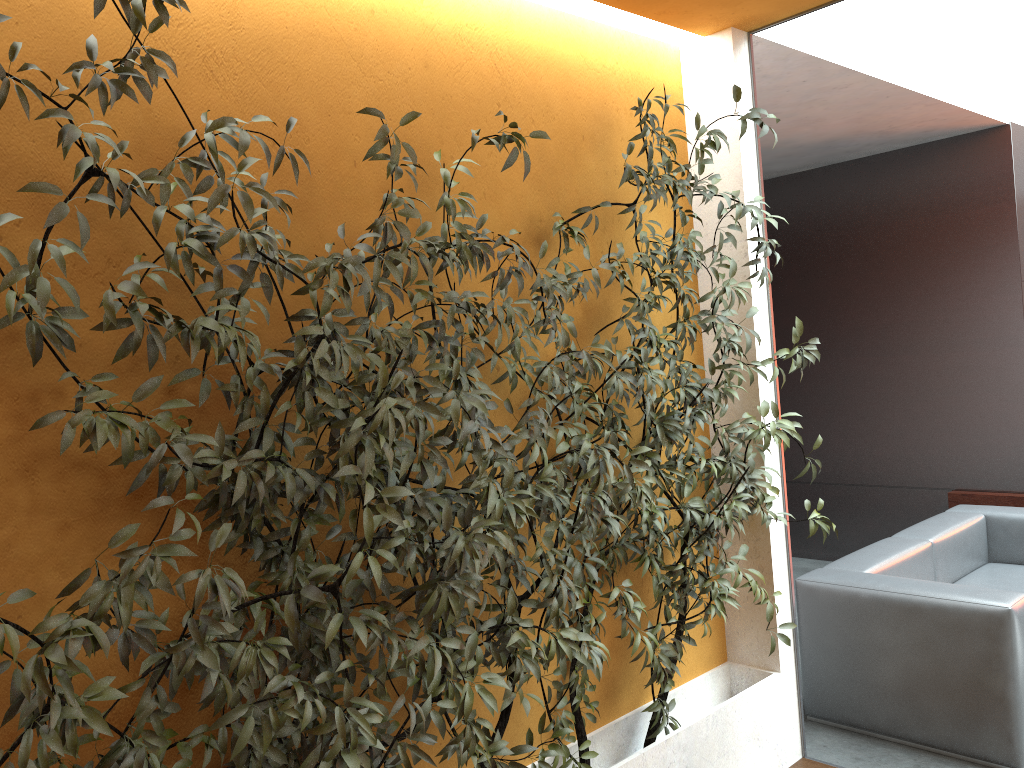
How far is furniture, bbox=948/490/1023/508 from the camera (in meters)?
5.76

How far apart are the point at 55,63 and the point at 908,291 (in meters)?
5.70

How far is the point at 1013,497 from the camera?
5.76m

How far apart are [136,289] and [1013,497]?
5.74m

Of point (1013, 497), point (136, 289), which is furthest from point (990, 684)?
point (136, 289)

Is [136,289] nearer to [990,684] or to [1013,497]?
[990,684]

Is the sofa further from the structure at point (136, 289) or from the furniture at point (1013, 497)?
the furniture at point (1013, 497)

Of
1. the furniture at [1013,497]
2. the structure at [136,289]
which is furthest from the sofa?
the furniture at [1013,497]

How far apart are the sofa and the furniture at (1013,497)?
0.8 meters

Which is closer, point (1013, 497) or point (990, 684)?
point (990, 684)
